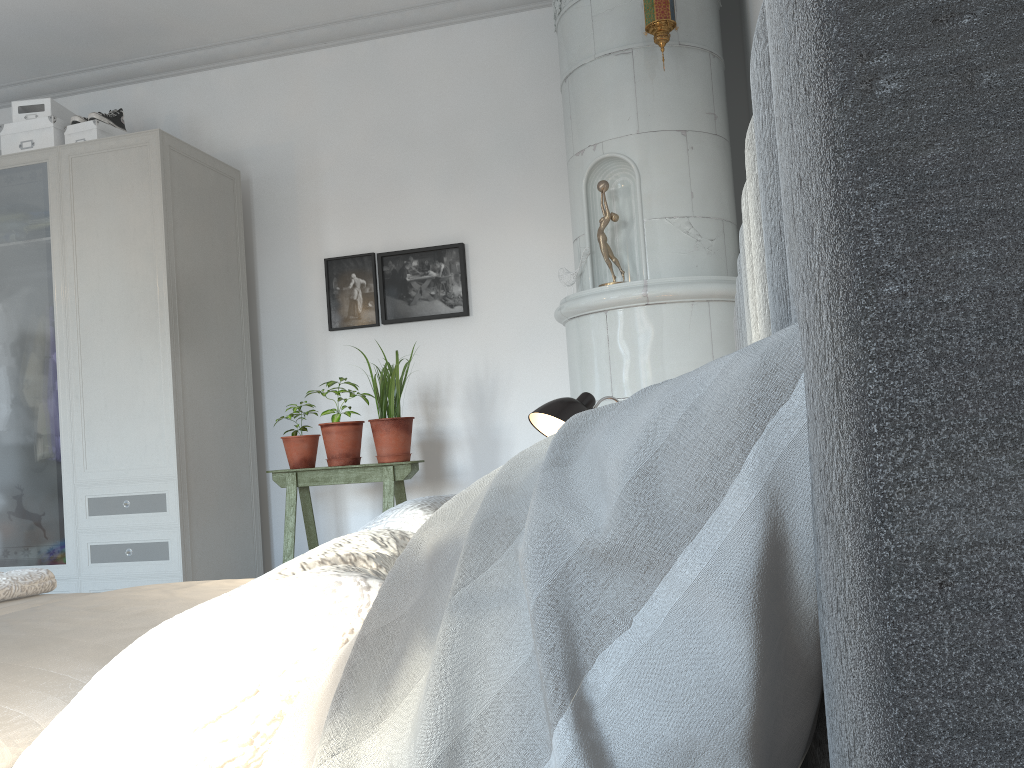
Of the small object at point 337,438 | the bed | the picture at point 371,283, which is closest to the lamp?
the bed

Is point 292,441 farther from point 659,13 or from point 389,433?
point 659,13

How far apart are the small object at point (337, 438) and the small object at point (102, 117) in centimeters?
170cm

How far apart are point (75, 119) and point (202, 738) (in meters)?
3.91

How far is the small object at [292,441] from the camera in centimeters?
361cm

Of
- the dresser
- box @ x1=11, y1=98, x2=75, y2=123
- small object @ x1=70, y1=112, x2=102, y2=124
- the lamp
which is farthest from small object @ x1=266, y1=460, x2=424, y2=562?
box @ x1=11, y1=98, x2=75, y2=123

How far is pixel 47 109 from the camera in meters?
3.9

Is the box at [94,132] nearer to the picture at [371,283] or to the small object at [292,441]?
the picture at [371,283]

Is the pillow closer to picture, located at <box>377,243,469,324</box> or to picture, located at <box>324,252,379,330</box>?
picture, located at <box>377,243,469,324</box>

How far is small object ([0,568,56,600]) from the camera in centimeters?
200cm
